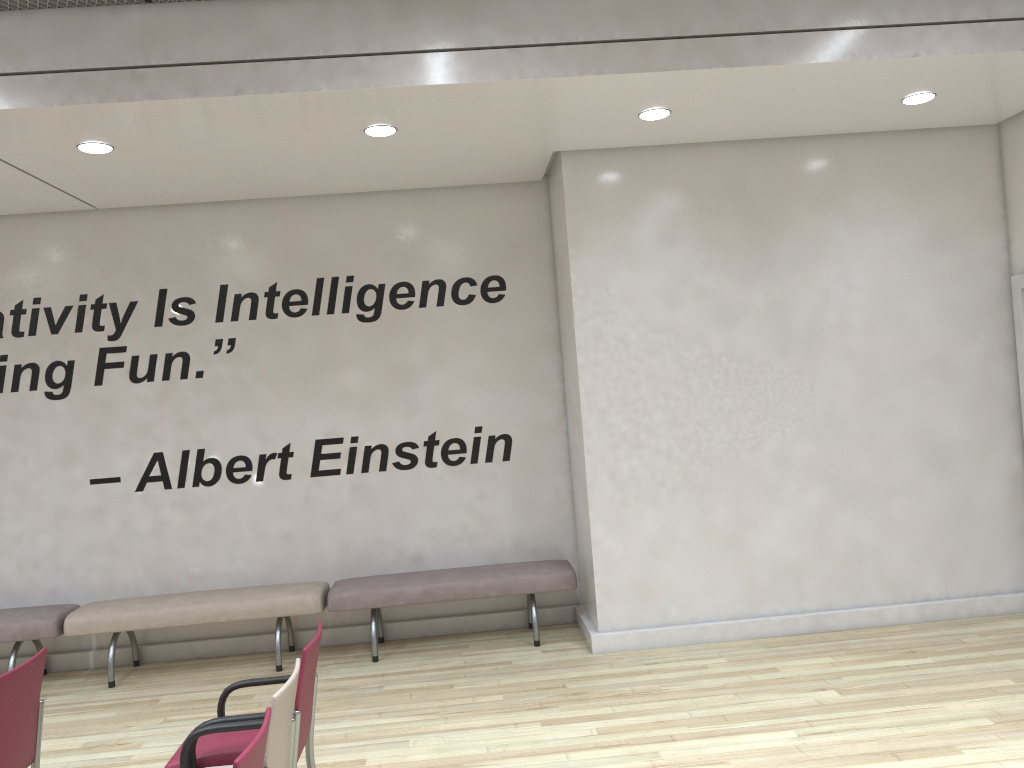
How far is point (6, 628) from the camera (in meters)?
6.23

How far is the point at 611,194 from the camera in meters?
6.2

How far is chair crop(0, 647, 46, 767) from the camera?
3.7 meters

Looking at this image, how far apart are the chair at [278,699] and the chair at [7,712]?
0.8 meters

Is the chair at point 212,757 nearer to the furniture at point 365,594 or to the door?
the furniture at point 365,594

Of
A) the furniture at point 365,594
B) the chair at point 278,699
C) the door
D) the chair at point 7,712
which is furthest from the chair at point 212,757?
the door

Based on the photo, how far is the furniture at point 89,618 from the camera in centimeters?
628cm

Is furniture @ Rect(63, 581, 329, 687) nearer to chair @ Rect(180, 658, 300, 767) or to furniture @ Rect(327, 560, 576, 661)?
furniture @ Rect(327, 560, 576, 661)

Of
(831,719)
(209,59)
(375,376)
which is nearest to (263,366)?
(375,376)

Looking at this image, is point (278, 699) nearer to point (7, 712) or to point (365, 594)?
point (7, 712)
